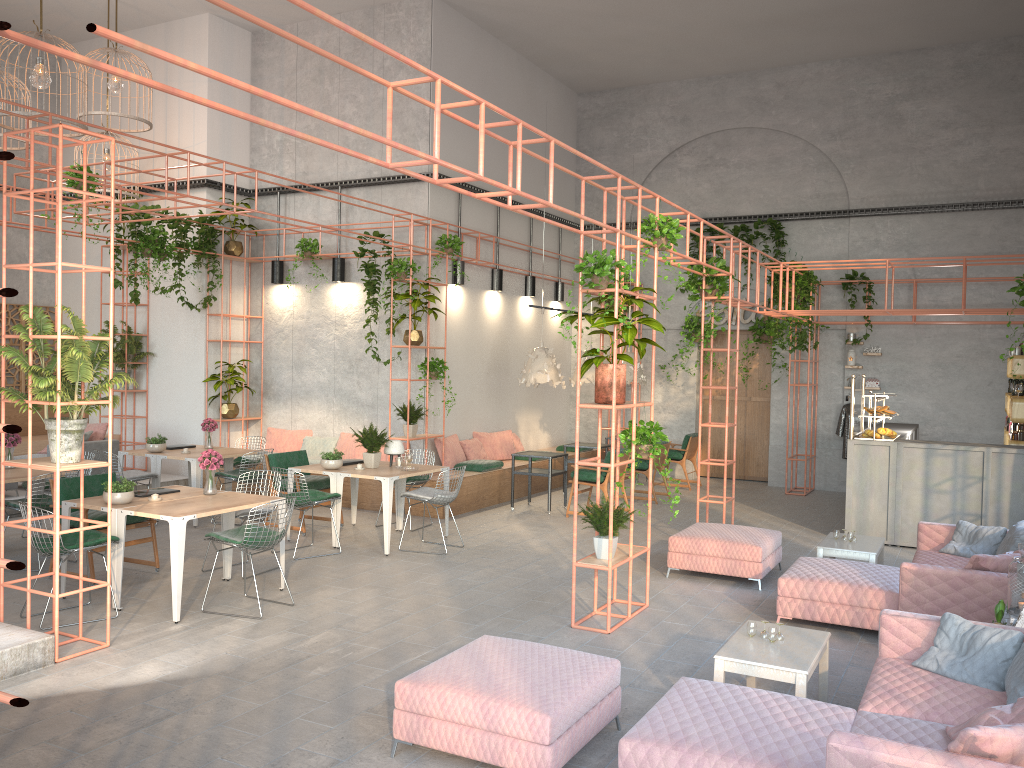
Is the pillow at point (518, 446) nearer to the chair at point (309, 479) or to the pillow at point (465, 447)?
the pillow at point (465, 447)

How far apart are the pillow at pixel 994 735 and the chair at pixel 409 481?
7.9m

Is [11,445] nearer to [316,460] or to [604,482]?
[316,460]

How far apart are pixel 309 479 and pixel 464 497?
2.4m

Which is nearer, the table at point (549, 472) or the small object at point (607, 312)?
the small object at point (607, 312)

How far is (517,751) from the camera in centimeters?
429cm

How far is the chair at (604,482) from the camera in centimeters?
1175cm

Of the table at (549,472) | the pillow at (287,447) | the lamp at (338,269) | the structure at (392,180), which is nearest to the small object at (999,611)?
the table at (549,472)

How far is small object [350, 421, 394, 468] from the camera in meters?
10.0 m

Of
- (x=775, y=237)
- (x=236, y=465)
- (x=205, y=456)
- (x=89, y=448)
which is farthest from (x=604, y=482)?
(x=89, y=448)
